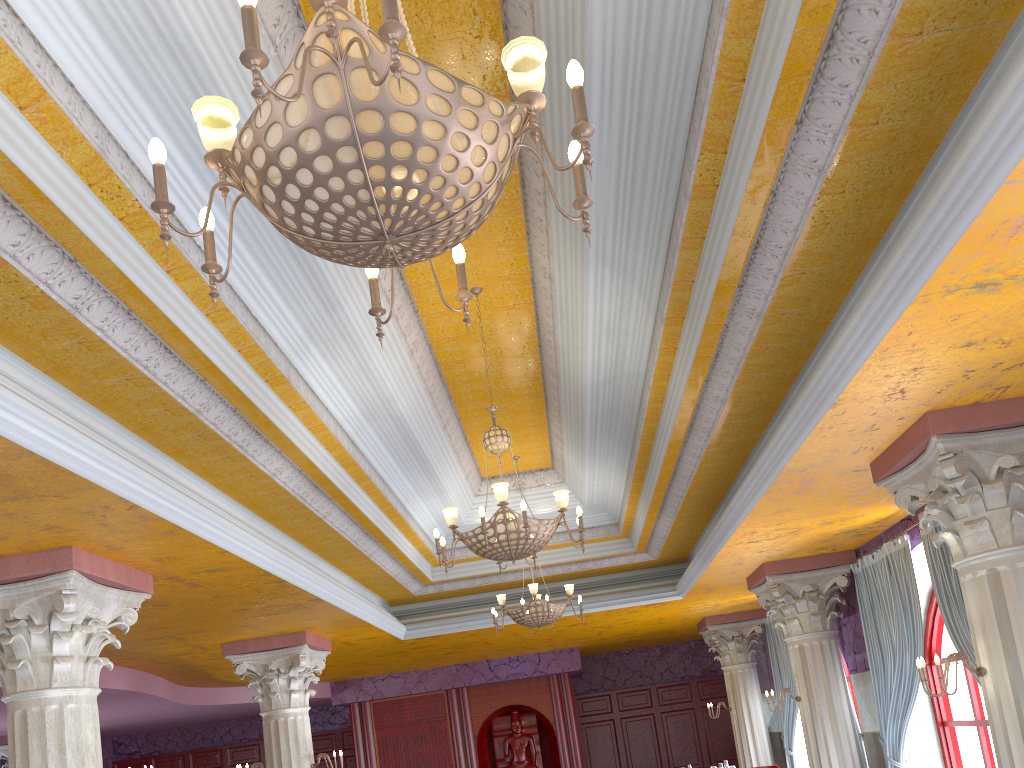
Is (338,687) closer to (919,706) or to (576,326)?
(919,706)

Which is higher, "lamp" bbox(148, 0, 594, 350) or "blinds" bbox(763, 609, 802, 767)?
"lamp" bbox(148, 0, 594, 350)

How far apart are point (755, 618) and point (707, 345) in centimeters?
973cm

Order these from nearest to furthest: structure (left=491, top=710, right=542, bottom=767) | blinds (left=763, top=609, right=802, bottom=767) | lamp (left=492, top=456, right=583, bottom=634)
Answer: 1. lamp (left=492, top=456, right=583, bottom=634)
2. blinds (left=763, top=609, right=802, bottom=767)
3. structure (left=491, top=710, right=542, bottom=767)

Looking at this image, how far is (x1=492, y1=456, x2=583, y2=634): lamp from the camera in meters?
9.3

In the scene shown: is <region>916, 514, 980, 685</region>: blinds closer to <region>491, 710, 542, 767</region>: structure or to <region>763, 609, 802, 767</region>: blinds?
<region>763, 609, 802, 767</region>: blinds

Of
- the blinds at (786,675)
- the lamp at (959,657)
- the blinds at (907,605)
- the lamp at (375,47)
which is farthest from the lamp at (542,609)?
the lamp at (375,47)

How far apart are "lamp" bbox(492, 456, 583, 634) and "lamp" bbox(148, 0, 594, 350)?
6.9 meters

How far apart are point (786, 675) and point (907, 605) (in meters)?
5.09

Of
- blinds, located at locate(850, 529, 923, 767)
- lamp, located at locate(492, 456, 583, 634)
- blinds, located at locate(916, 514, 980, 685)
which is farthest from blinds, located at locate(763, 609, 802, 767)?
blinds, located at locate(916, 514, 980, 685)
